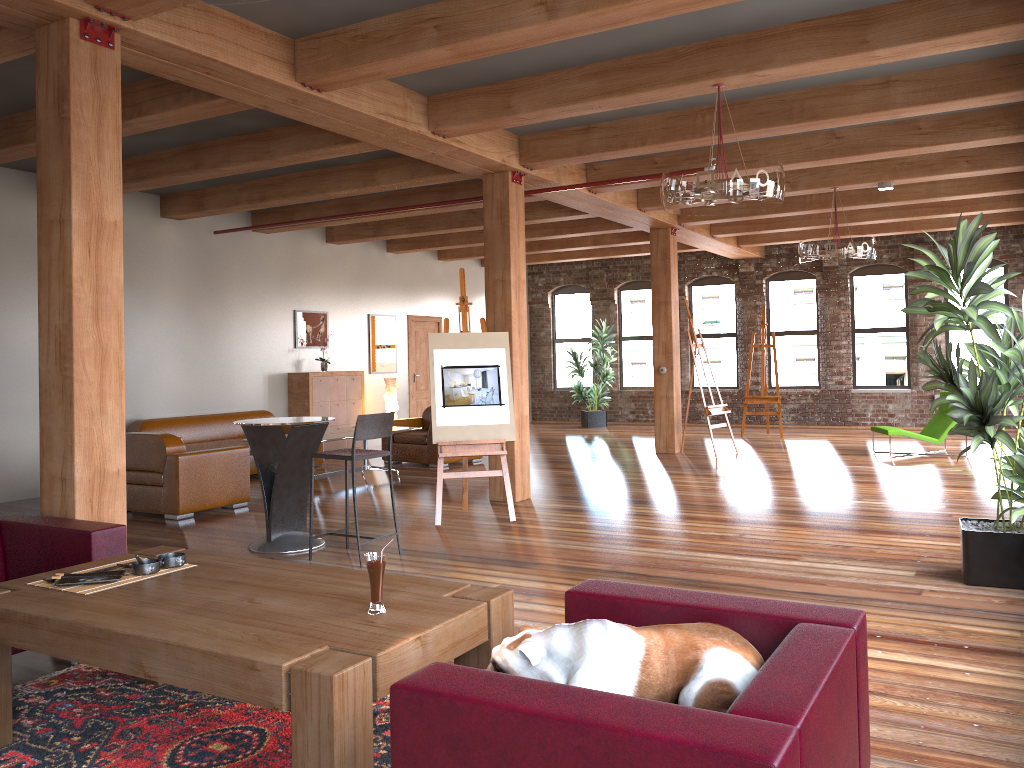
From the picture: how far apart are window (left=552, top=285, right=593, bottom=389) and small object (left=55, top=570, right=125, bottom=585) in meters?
15.3

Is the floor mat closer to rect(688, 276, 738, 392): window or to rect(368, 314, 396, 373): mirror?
rect(368, 314, 396, 373): mirror

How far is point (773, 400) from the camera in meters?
14.2 m

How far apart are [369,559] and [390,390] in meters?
10.8 m

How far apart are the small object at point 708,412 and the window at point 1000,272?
5.34m

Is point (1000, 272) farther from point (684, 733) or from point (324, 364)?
point (684, 733)

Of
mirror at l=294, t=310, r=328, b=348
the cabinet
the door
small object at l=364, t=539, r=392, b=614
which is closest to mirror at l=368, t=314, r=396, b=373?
the door

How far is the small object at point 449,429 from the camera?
7.4m

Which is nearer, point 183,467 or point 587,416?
point 183,467

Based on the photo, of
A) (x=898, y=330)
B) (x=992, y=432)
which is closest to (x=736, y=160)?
(x=992, y=432)
